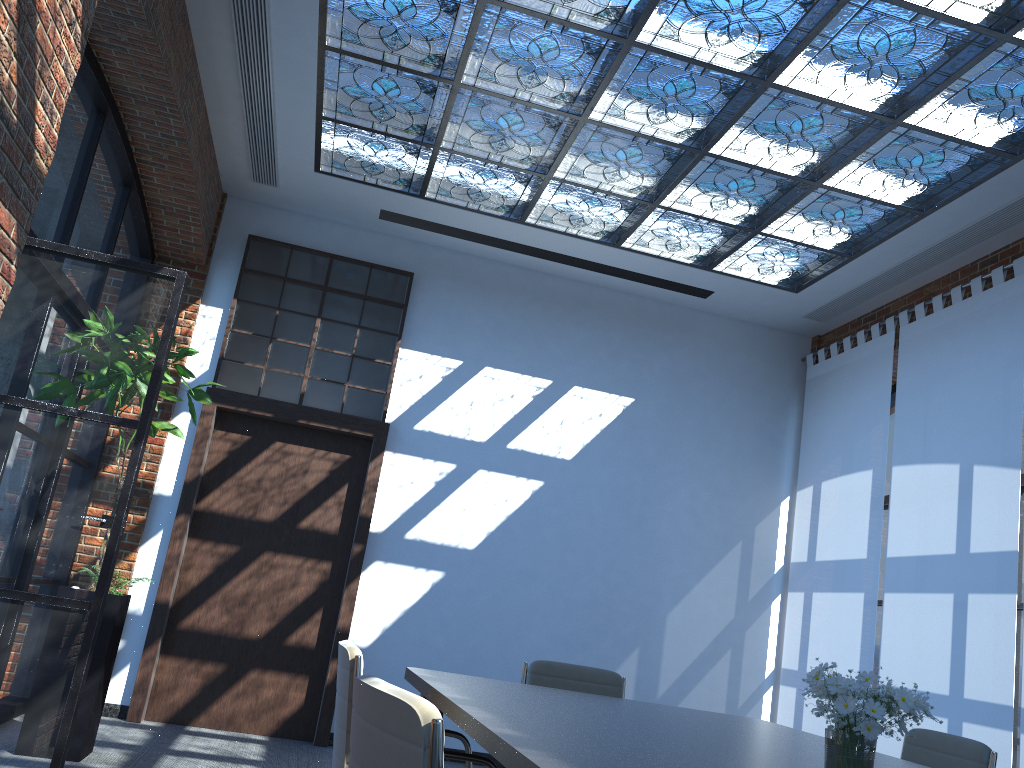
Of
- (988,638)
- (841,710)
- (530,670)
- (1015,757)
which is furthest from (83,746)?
(1015,757)

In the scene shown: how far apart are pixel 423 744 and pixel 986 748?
2.7m

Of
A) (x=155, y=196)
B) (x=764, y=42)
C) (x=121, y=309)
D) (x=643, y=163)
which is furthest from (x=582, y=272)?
(x=121, y=309)

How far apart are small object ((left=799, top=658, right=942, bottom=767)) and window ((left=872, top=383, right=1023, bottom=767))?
4.0 meters

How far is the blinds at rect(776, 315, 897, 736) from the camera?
6.46m

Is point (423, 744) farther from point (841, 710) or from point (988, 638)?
point (988, 638)

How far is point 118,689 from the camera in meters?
6.2 m

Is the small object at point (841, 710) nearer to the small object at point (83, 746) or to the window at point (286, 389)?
the small object at point (83, 746)

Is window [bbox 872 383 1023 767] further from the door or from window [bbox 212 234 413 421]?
window [bbox 212 234 413 421]

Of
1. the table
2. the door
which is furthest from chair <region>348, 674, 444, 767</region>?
the door
